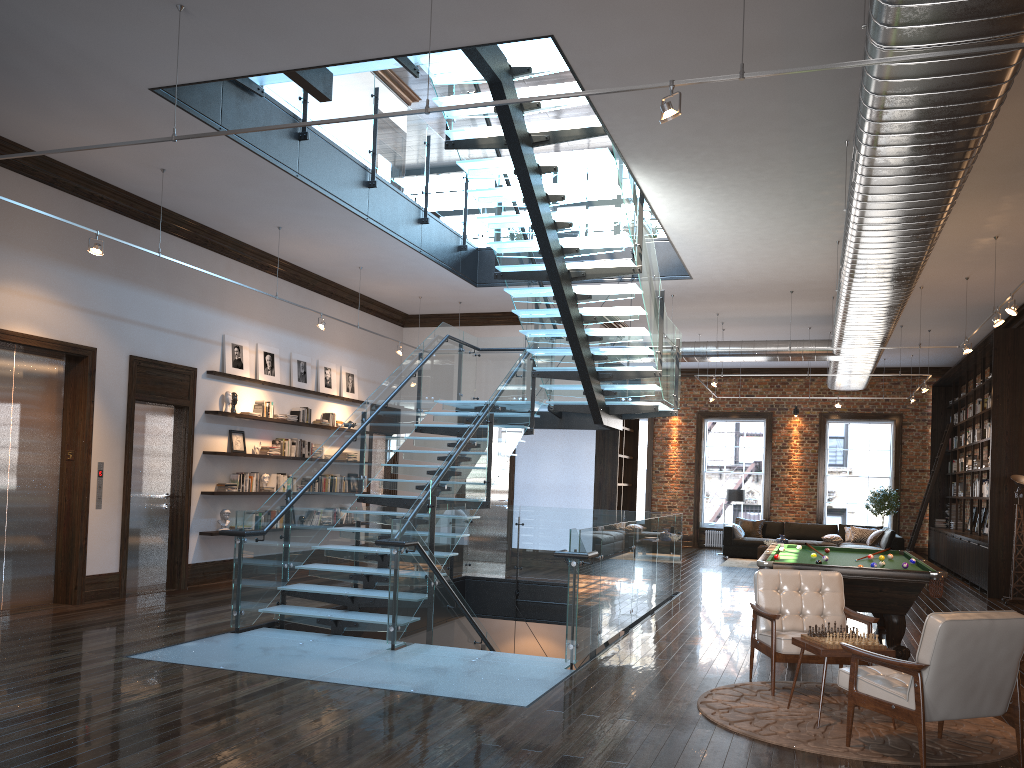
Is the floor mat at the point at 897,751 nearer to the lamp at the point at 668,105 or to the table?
the table

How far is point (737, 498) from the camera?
19.30m

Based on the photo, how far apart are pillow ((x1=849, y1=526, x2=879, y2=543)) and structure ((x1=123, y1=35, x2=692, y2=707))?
7.92m

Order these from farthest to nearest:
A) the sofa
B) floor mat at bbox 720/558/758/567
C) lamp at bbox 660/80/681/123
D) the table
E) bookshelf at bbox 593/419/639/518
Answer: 1. floor mat at bbox 720/558/758/567
2. the sofa
3. bookshelf at bbox 593/419/639/518
4. the table
5. lamp at bbox 660/80/681/123

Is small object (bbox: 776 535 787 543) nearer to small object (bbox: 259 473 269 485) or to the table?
small object (bbox: 259 473 269 485)

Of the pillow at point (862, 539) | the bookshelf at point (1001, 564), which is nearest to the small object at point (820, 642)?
the bookshelf at point (1001, 564)

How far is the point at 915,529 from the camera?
19.4m

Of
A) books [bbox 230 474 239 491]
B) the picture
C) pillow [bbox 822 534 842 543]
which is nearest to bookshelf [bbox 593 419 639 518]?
pillow [bbox 822 534 842 543]

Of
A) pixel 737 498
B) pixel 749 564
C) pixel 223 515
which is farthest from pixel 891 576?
pixel 737 498

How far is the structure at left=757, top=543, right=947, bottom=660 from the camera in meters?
7.5 m
